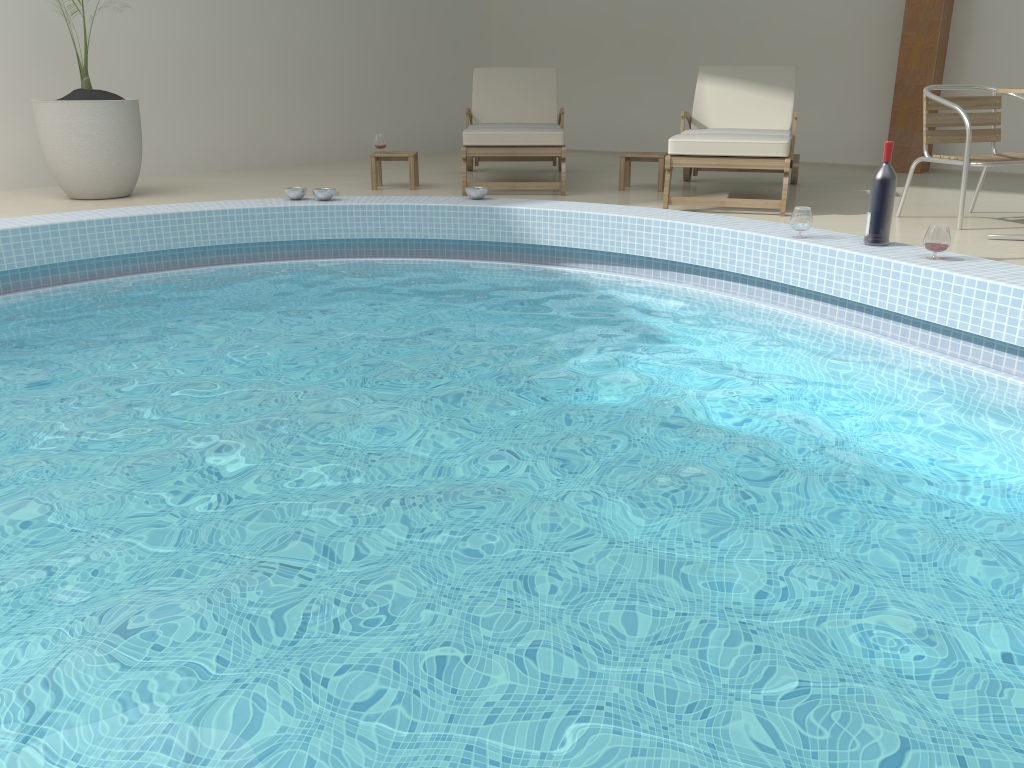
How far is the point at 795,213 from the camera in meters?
4.0 m

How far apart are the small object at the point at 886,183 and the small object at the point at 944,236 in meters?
0.3 m

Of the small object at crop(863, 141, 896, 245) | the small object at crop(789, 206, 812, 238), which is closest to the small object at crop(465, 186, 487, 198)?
the small object at crop(789, 206, 812, 238)

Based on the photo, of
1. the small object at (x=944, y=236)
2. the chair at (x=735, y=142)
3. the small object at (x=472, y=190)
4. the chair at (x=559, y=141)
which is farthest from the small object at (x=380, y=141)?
the small object at (x=944, y=236)

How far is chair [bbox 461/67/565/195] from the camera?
6.1 meters

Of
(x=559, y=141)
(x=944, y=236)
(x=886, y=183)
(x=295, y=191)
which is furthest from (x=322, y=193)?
(x=944, y=236)

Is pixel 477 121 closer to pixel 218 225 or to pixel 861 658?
pixel 218 225

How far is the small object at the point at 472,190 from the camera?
5.30m

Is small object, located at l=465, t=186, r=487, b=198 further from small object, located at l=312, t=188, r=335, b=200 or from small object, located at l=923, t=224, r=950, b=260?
small object, located at l=923, t=224, r=950, b=260

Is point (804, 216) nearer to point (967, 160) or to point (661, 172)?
point (967, 160)
